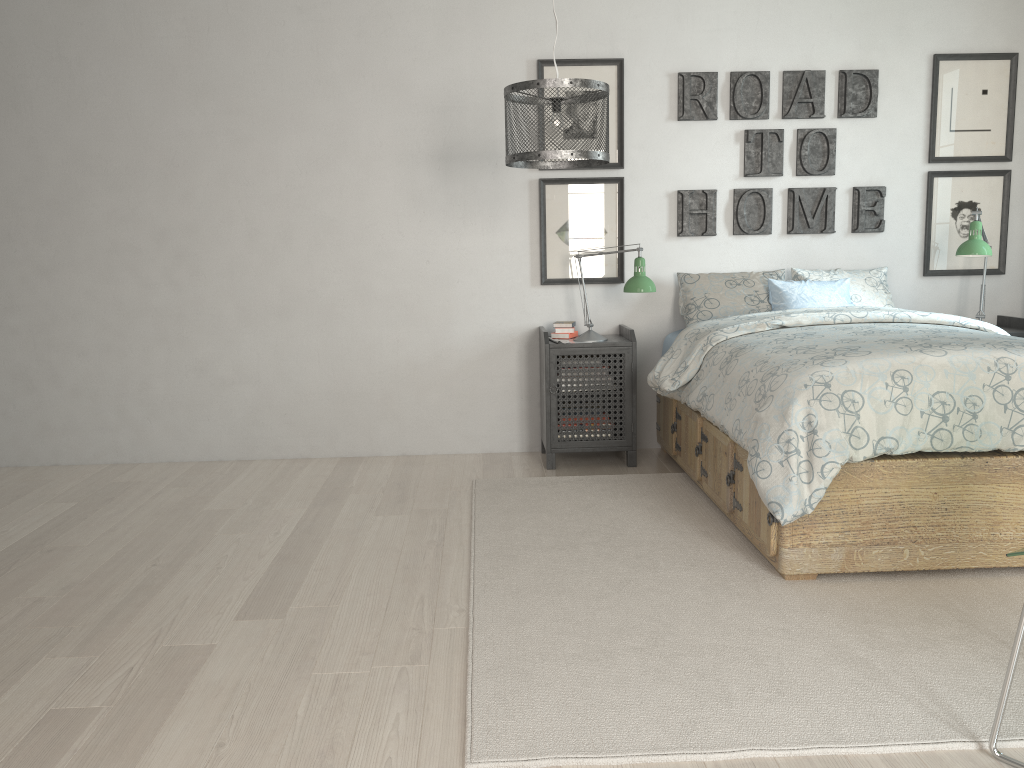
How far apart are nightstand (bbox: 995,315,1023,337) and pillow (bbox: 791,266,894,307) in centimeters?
55cm

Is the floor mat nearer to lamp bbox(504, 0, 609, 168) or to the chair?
the chair

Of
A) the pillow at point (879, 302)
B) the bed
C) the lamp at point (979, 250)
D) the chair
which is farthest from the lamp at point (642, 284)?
the chair

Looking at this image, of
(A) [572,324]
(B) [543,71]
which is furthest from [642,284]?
(B) [543,71]

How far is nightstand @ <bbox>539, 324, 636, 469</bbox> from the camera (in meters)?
4.09

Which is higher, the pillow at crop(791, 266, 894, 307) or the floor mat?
the pillow at crop(791, 266, 894, 307)

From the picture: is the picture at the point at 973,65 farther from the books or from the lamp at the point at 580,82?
the lamp at the point at 580,82

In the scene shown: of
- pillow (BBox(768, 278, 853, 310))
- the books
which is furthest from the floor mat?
pillow (BBox(768, 278, 853, 310))

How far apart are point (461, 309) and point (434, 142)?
0.8m

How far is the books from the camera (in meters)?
4.29
